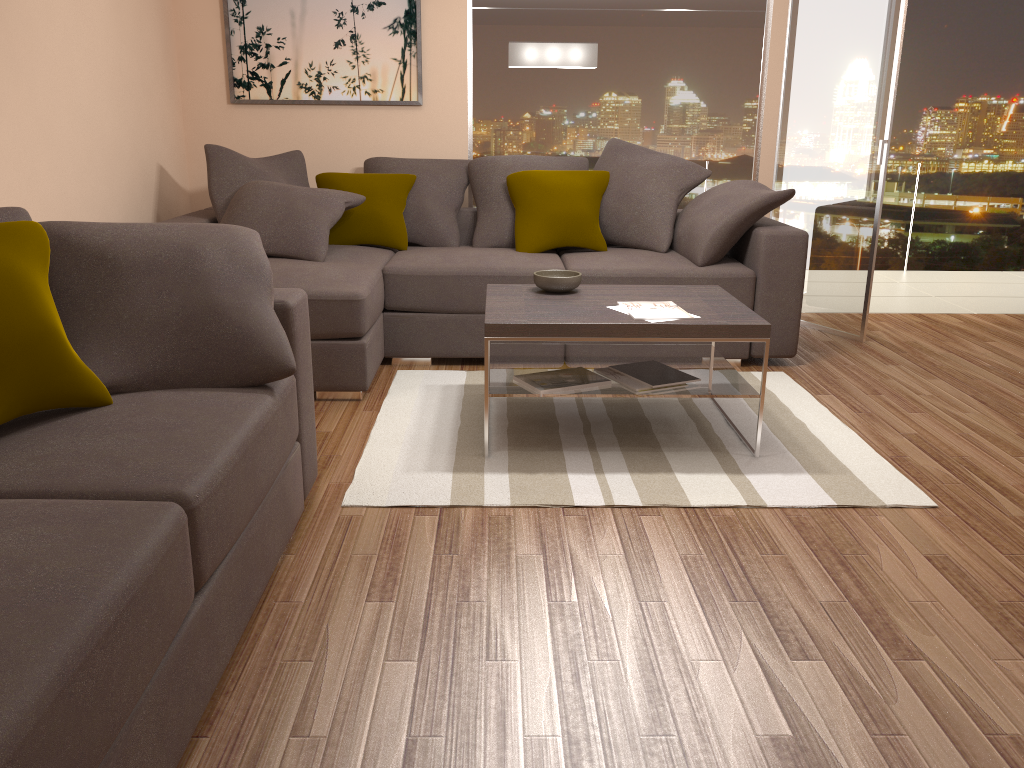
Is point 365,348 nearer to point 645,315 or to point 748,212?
point 645,315

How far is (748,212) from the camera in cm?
477

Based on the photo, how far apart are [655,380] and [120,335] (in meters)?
2.06

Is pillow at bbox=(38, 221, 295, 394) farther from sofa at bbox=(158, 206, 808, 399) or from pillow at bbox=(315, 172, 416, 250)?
pillow at bbox=(315, 172, 416, 250)

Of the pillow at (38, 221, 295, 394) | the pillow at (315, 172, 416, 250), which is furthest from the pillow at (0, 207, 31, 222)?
the pillow at (315, 172, 416, 250)

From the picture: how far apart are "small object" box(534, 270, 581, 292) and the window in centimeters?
216cm

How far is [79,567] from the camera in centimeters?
153cm

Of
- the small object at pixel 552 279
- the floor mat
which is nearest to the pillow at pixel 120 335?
the floor mat

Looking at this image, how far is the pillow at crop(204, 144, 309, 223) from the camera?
5.0m

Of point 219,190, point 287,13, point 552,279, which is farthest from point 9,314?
point 287,13
